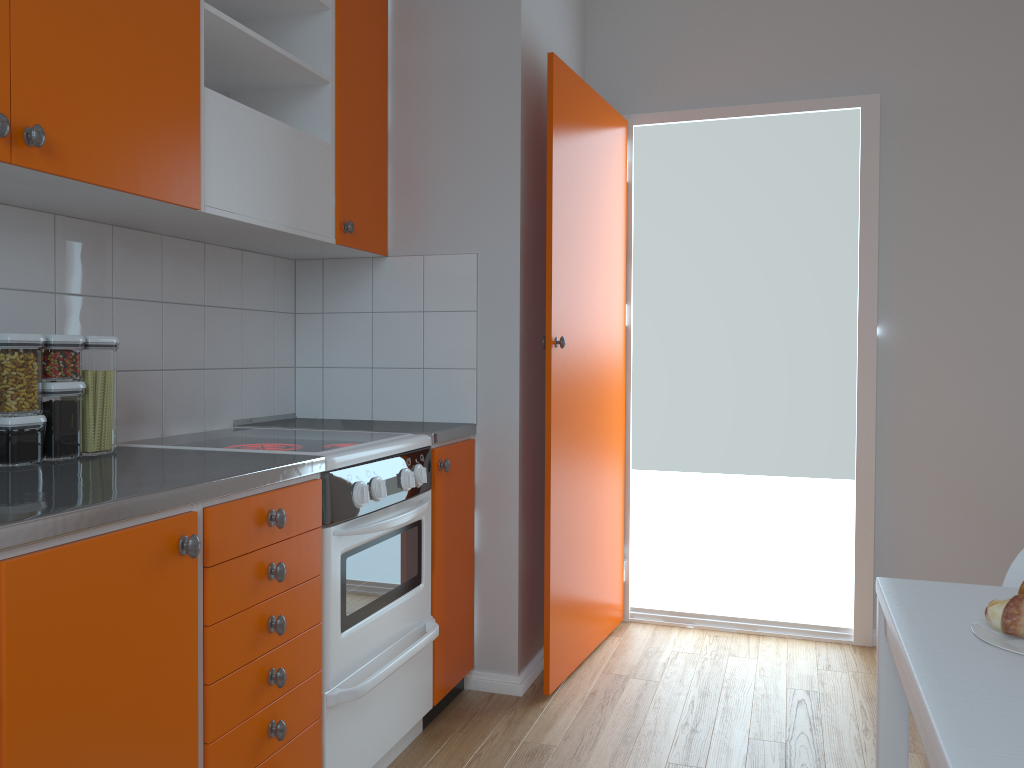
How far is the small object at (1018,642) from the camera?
0.98m

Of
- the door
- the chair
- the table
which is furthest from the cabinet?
the chair

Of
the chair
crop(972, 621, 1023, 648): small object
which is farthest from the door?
crop(972, 621, 1023, 648): small object

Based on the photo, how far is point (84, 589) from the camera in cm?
127

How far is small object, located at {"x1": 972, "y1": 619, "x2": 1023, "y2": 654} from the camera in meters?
1.0 m

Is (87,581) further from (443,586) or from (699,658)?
(699,658)

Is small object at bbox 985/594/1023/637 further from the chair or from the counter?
the counter

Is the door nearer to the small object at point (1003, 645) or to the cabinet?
the cabinet

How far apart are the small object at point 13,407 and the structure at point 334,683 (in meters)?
0.19

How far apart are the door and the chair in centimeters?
152cm
